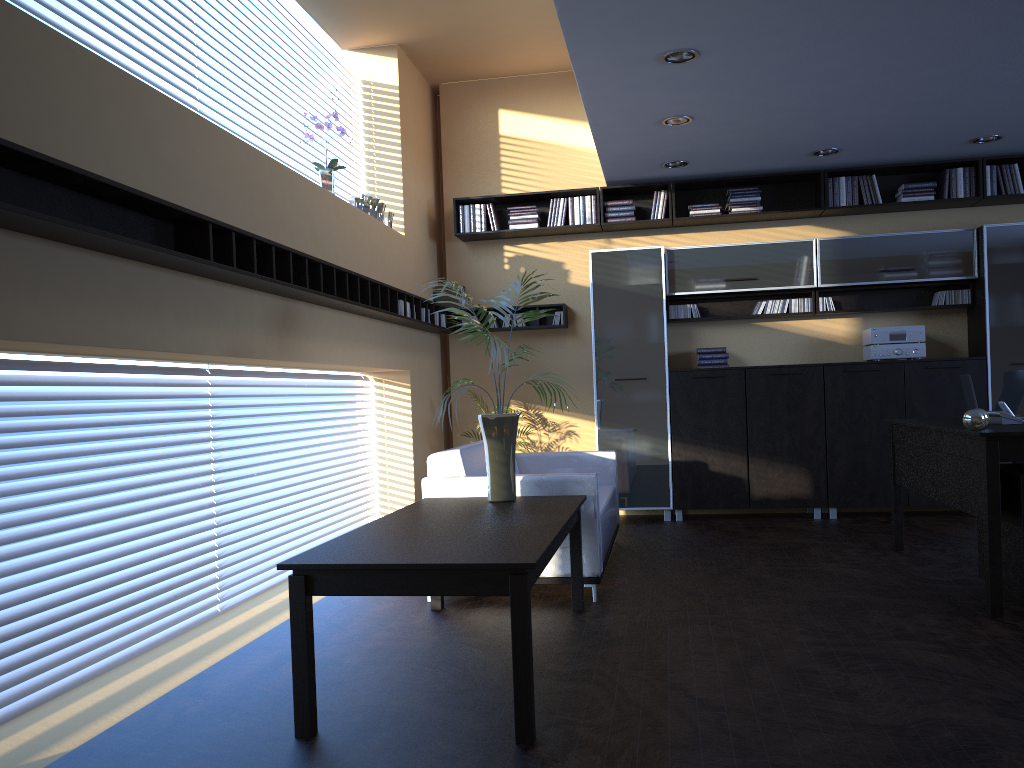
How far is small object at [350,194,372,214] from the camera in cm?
669

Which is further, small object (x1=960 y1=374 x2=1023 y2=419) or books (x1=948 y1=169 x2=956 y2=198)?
books (x1=948 y1=169 x2=956 y2=198)

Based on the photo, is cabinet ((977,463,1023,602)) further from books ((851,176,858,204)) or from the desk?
books ((851,176,858,204))

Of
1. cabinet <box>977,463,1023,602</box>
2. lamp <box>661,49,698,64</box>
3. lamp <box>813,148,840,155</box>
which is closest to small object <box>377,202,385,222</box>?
lamp <box>661,49,698,64</box>

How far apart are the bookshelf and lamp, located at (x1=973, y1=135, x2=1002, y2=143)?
0.3 meters

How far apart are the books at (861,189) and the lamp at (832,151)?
0.6m

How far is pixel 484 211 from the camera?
8.16m

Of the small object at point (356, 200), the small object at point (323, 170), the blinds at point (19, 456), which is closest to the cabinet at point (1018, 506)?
the blinds at point (19, 456)

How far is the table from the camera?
2.90m

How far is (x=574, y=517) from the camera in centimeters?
447cm
